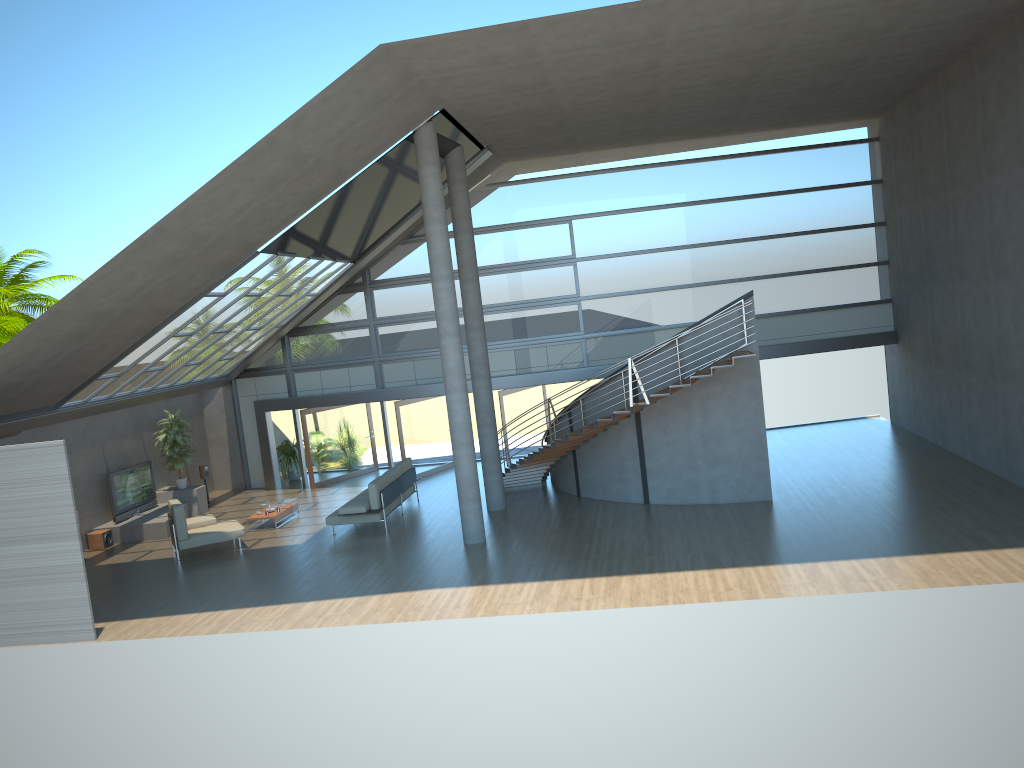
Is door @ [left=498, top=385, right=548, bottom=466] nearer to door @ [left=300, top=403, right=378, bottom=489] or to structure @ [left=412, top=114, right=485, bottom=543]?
door @ [left=300, top=403, right=378, bottom=489]

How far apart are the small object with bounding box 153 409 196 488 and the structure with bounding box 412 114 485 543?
8.4 meters

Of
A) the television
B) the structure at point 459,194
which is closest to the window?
the television

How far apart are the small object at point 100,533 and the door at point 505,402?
8.66m

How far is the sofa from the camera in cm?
1626

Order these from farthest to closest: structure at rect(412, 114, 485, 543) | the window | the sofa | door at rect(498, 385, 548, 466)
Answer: door at rect(498, 385, 548, 466) → the window → the sofa → structure at rect(412, 114, 485, 543)

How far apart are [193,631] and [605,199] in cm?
1301

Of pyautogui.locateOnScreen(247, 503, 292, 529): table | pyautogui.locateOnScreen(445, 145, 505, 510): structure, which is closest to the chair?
pyautogui.locateOnScreen(247, 503, 292, 529): table

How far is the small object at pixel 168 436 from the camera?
20.00m

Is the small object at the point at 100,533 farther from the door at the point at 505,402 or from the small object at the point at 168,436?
the door at the point at 505,402
